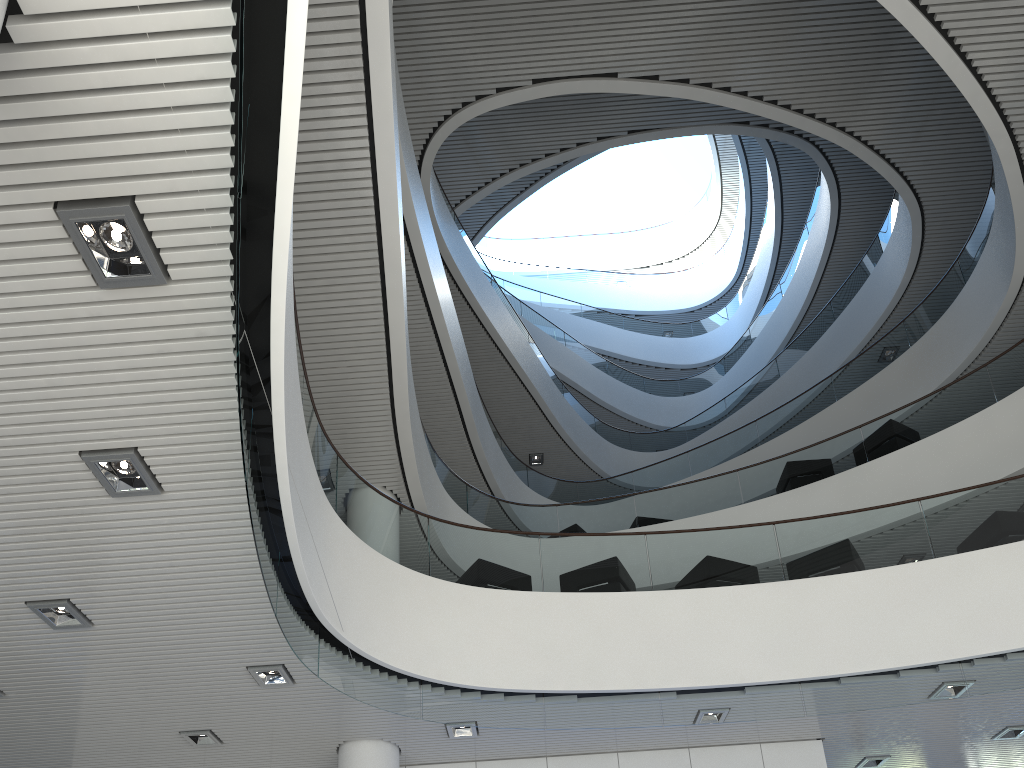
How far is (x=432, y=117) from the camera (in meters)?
9.68
